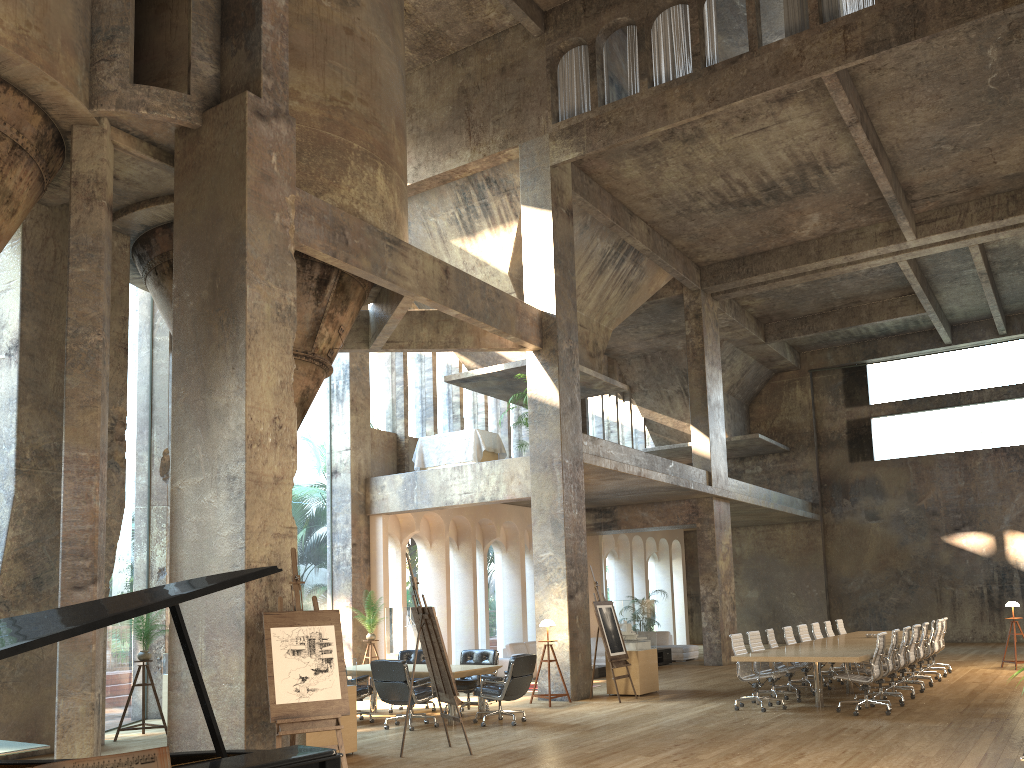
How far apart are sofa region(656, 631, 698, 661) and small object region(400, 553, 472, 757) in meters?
13.0

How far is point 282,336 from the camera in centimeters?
860cm

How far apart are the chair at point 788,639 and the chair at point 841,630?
3.5m

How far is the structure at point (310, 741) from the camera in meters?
8.5

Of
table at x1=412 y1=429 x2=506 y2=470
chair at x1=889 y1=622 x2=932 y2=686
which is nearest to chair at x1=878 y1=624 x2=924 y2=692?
chair at x1=889 y1=622 x2=932 y2=686

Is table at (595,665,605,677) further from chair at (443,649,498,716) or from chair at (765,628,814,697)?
chair at (443,649,498,716)

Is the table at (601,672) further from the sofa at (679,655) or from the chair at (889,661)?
the chair at (889,661)

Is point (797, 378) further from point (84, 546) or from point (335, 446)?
point (84, 546)

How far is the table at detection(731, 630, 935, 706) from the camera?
10.70m

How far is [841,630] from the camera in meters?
17.0 m
